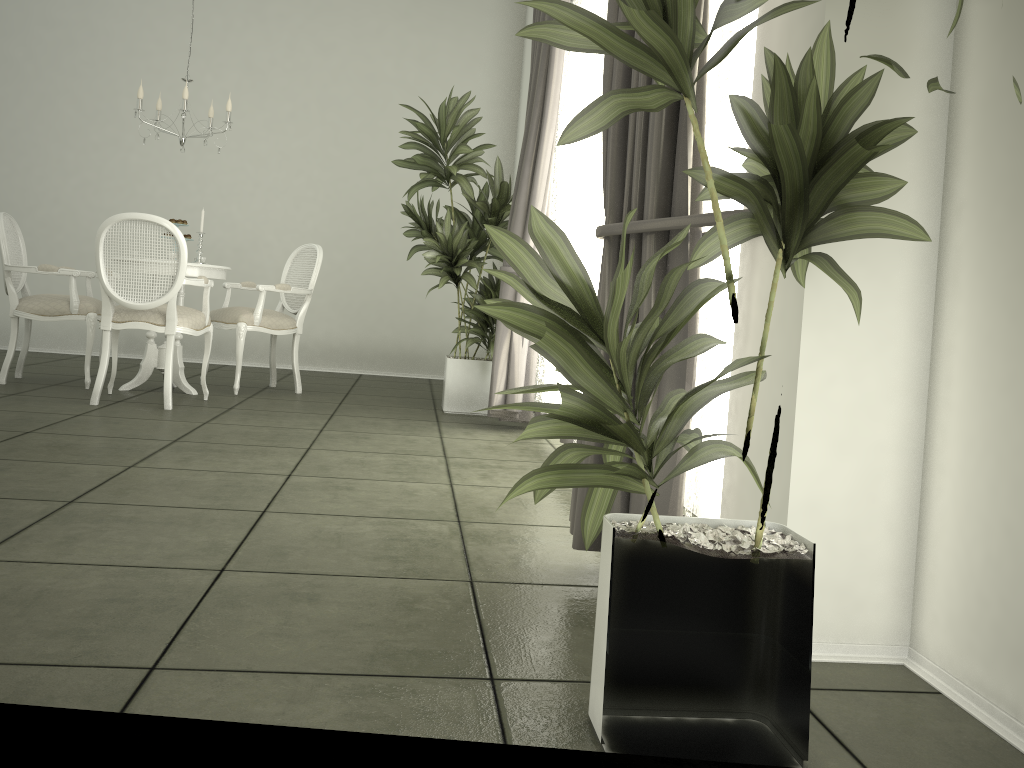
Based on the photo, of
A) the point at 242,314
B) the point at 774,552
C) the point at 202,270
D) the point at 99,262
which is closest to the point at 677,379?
the point at 774,552

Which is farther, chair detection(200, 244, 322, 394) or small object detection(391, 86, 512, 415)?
chair detection(200, 244, 322, 394)

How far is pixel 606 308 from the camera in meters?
1.5 m

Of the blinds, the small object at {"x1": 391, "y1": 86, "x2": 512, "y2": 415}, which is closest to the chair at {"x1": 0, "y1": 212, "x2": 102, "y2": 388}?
the small object at {"x1": 391, "y1": 86, "x2": 512, "y2": 415}

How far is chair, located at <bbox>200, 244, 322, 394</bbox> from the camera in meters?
5.8 m

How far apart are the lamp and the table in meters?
0.8 m

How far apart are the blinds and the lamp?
2.03m

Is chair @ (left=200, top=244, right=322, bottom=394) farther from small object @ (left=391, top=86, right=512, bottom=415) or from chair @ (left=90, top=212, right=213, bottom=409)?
small object @ (left=391, top=86, right=512, bottom=415)

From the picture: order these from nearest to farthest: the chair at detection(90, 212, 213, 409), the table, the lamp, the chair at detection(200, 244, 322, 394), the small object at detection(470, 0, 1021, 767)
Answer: the small object at detection(470, 0, 1021, 767) → the chair at detection(90, 212, 213, 409) → the lamp → the table → the chair at detection(200, 244, 322, 394)

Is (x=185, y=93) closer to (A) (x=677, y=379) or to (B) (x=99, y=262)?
(B) (x=99, y=262)
